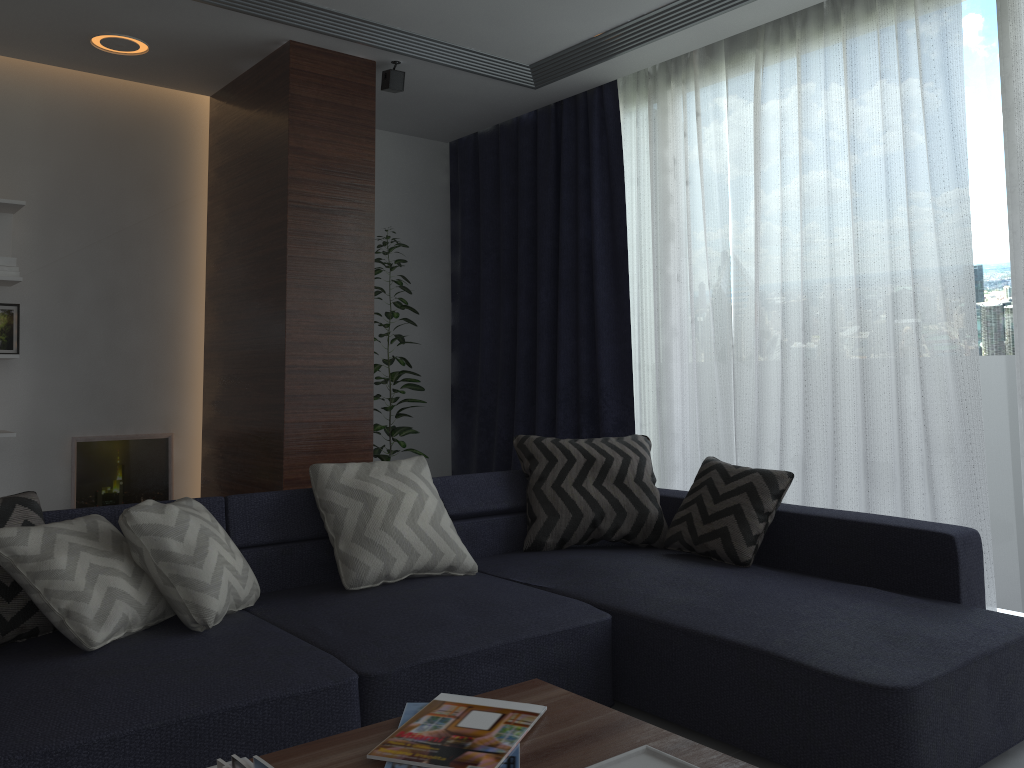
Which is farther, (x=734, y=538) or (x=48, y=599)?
(x=734, y=538)

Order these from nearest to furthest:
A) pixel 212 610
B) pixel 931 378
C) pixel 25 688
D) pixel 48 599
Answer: pixel 25 688 < pixel 48 599 < pixel 212 610 < pixel 931 378

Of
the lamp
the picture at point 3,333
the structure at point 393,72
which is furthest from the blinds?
the picture at point 3,333

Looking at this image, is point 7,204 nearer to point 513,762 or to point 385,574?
point 385,574

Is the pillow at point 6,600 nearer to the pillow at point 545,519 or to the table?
the table

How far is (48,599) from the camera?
2.2m

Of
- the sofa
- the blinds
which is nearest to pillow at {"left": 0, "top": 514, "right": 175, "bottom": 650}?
the sofa

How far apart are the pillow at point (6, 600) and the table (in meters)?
1.10

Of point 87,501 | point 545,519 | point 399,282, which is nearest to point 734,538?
point 545,519

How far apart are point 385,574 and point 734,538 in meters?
1.2 m
